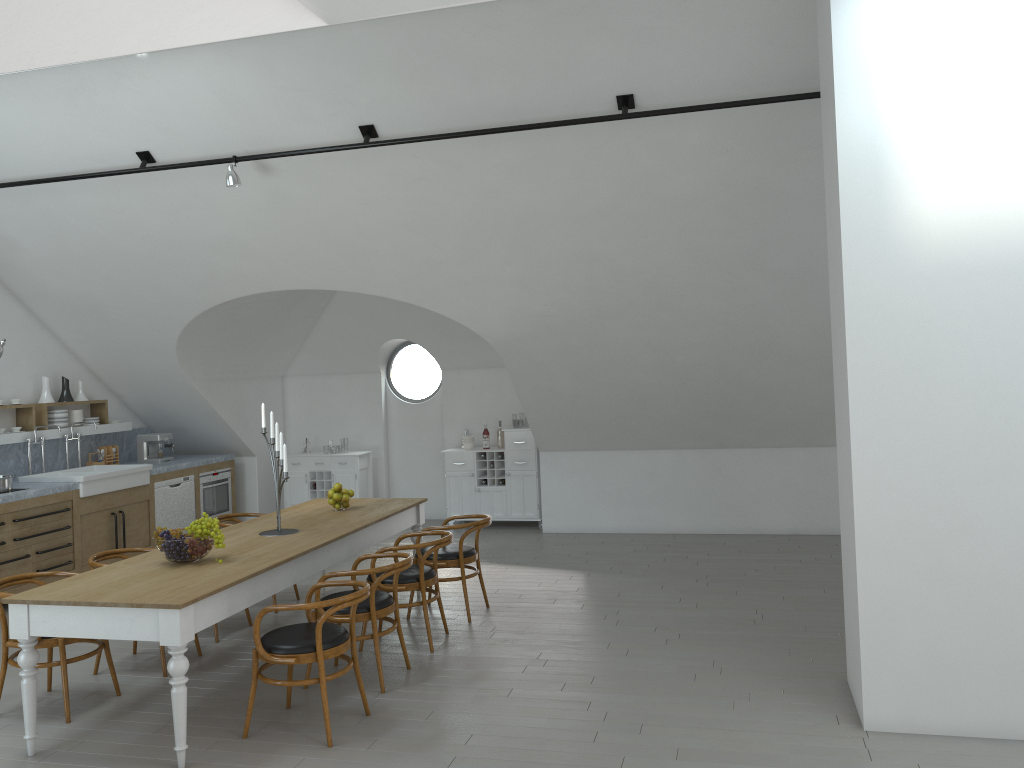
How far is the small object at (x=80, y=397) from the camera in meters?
9.4

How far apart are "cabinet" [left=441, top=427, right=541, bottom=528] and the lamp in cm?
466

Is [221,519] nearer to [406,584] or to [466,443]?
[406,584]

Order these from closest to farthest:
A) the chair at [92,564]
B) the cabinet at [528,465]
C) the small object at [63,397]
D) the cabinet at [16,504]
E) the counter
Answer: the chair at [92,564] → the cabinet at [16,504] → the counter → the small object at [63,397] → the cabinet at [528,465]

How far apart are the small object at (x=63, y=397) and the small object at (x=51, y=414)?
0.2m

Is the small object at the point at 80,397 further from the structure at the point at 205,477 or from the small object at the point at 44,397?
the structure at the point at 205,477

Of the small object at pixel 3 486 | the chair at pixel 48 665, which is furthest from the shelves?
the chair at pixel 48 665

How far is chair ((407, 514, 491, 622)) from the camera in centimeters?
656cm

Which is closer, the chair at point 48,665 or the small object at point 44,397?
the chair at point 48,665

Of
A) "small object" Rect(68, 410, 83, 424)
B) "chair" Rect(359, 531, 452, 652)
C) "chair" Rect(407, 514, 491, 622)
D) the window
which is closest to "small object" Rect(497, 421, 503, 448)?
the window
